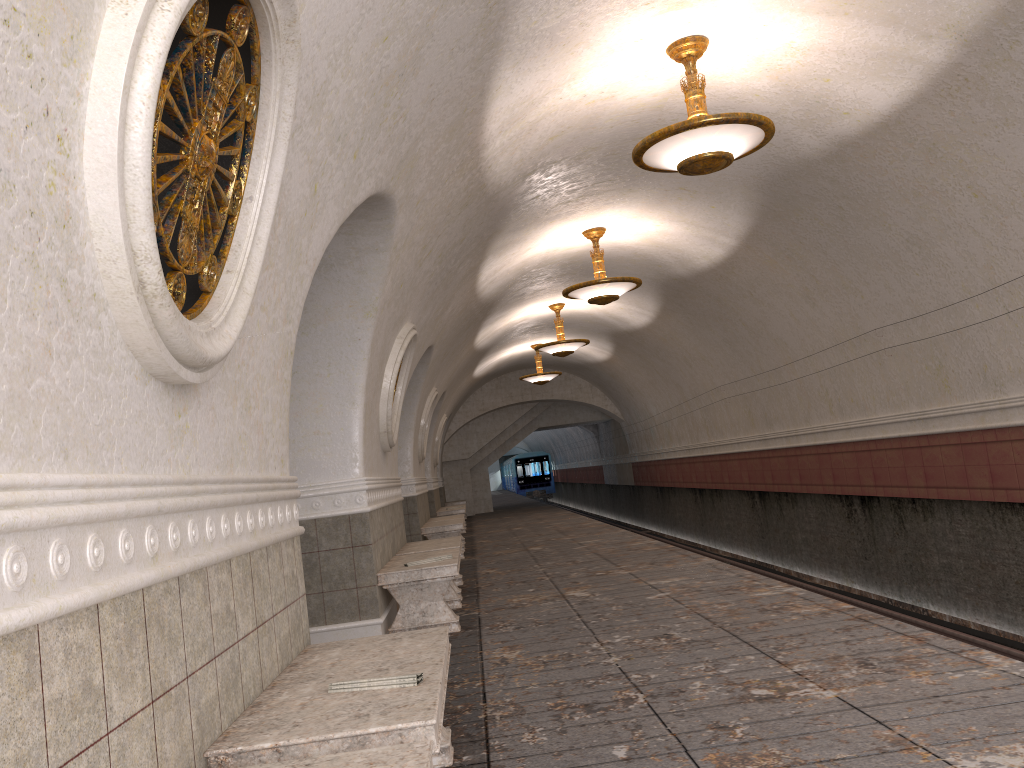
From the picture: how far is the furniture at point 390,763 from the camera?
2.0m

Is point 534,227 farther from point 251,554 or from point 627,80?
point 251,554

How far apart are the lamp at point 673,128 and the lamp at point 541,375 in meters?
13.6

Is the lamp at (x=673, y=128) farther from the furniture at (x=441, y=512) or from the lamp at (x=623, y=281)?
the furniture at (x=441, y=512)

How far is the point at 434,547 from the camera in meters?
8.5 m

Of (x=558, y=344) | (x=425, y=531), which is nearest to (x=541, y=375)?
(x=558, y=344)

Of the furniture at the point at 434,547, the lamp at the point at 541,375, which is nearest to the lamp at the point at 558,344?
the lamp at the point at 541,375

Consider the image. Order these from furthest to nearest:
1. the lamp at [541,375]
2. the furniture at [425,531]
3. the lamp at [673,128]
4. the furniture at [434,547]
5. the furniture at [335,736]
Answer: the lamp at [541,375], the furniture at [425,531], the furniture at [434,547], the lamp at [673,128], the furniture at [335,736]

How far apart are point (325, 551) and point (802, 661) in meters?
3.5

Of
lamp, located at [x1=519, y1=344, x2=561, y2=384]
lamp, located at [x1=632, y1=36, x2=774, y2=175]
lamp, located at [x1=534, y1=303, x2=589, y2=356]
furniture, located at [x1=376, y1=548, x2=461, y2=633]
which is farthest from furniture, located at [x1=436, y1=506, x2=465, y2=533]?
lamp, located at [x1=632, y1=36, x2=774, y2=175]
